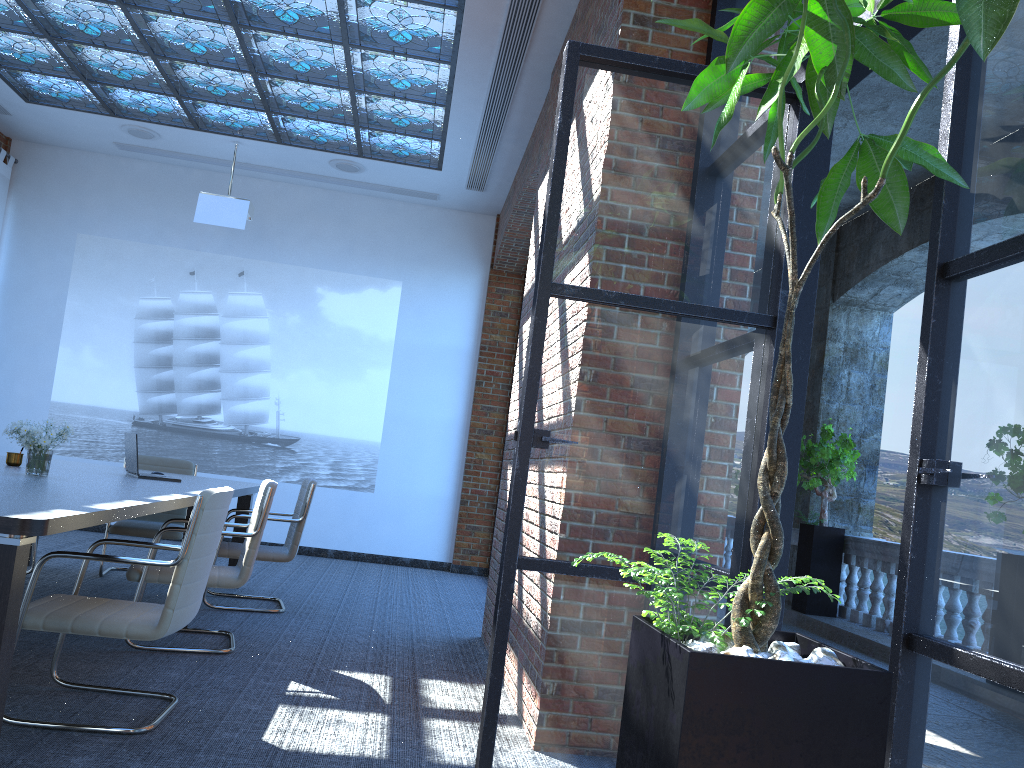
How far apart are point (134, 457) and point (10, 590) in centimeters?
313cm

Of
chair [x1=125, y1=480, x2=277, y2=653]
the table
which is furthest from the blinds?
chair [x1=125, y1=480, x2=277, y2=653]

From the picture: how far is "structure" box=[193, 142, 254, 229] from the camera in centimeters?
839cm

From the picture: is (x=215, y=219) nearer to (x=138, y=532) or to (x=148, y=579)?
(x=138, y=532)

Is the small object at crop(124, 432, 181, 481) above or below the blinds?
below

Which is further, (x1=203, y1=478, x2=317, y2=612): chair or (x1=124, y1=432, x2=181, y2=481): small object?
(x1=203, y1=478, x2=317, y2=612): chair

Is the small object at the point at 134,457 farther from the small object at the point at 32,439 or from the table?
the small object at the point at 32,439

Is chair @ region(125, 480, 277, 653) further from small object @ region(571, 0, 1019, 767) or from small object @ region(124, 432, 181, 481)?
small object @ region(571, 0, 1019, 767)

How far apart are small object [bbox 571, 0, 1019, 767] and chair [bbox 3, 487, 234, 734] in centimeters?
217cm

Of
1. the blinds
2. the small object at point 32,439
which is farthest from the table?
the blinds
